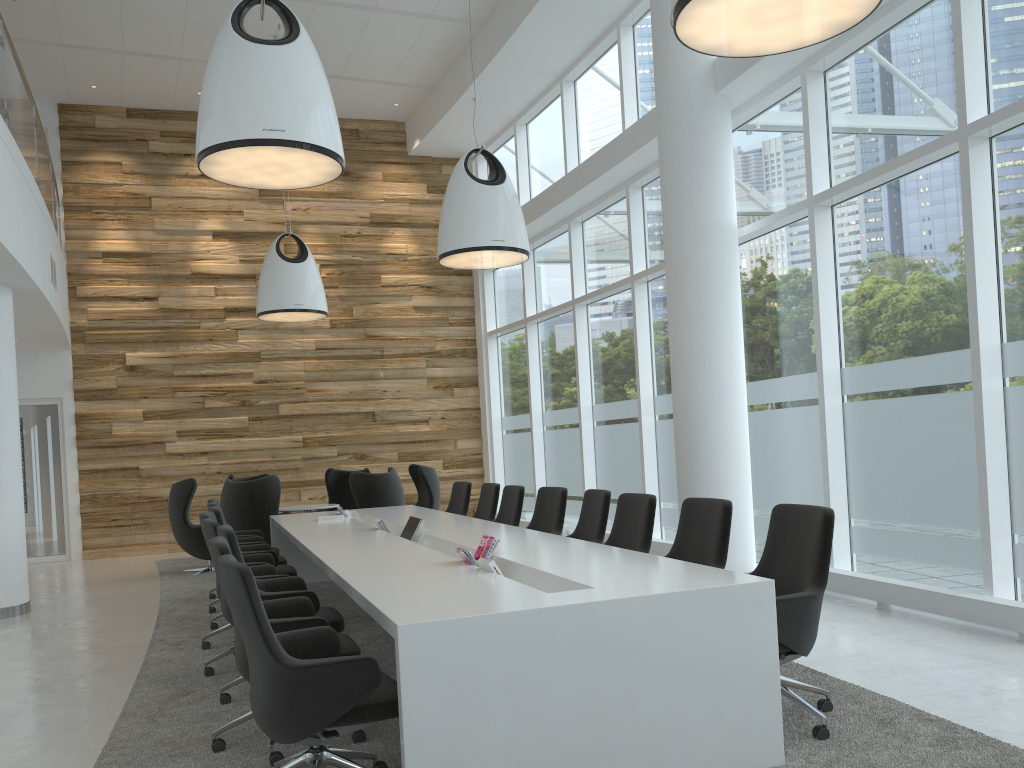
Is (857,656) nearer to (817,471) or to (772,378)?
(817,471)

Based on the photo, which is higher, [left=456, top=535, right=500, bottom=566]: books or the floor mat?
[left=456, top=535, right=500, bottom=566]: books

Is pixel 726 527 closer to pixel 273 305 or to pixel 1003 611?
pixel 1003 611

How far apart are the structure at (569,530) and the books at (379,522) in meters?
5.4

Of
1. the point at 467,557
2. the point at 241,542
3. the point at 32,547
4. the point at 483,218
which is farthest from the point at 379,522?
the point at 32,547

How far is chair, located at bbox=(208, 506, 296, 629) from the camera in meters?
6.8

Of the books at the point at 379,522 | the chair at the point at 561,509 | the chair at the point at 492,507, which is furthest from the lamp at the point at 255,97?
the chair at the point at 492,507

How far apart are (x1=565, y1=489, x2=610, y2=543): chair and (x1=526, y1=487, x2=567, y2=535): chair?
0.3 meters

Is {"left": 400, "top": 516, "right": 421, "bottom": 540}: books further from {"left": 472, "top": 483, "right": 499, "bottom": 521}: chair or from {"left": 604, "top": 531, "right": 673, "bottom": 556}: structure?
{"left": 604, "top": 531, "right": 673, "bottom": 556}: structure

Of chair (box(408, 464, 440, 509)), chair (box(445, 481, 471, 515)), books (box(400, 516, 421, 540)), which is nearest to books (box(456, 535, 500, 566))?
books (box(400, 516, 421, 540))
